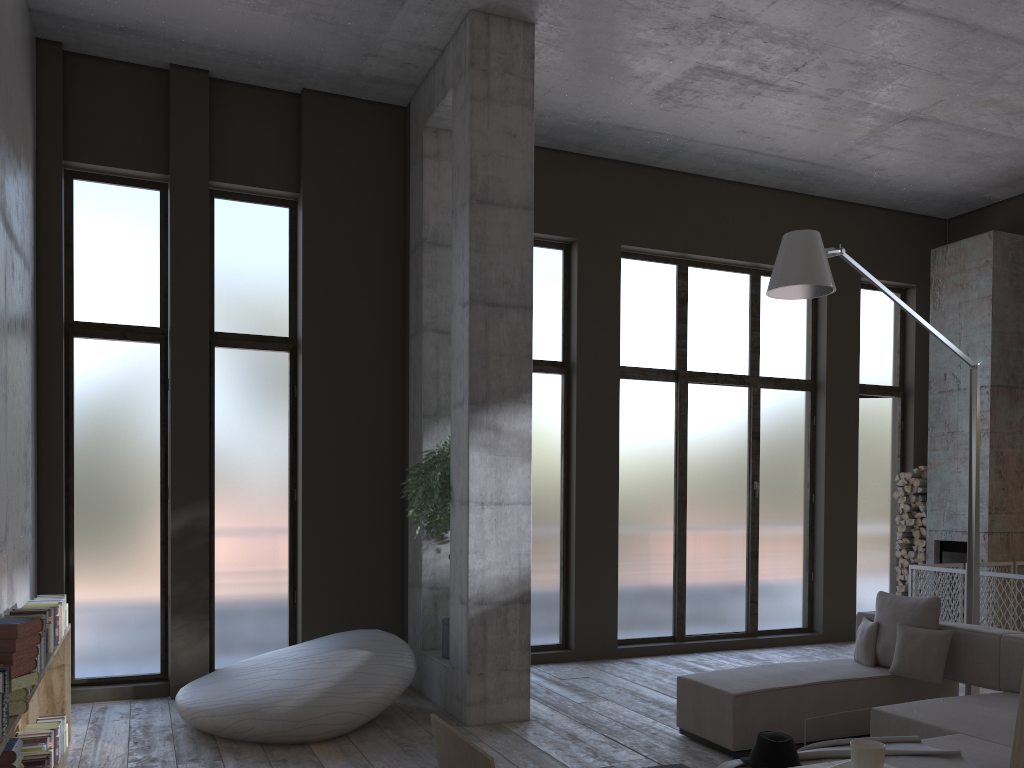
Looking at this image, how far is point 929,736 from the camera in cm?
459

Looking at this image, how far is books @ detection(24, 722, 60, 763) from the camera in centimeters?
514cm

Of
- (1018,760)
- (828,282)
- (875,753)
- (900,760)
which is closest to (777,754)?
(900,760)

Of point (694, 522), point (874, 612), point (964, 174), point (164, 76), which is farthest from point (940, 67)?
point (164, 76)

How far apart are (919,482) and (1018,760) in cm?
835

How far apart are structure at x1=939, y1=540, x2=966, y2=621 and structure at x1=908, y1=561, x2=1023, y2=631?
0.5 meters

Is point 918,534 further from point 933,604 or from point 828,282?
point 828,282

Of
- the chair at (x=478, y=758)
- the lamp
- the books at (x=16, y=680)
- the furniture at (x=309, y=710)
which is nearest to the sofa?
the lamp

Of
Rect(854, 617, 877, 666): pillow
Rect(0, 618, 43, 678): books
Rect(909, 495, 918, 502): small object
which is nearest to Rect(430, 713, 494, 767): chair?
Rect(0, 618, 43, 678): books

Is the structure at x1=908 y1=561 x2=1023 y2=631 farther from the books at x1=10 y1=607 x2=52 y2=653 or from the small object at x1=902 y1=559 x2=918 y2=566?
the books at x1=10 y1=607 x2=52 y2=653
